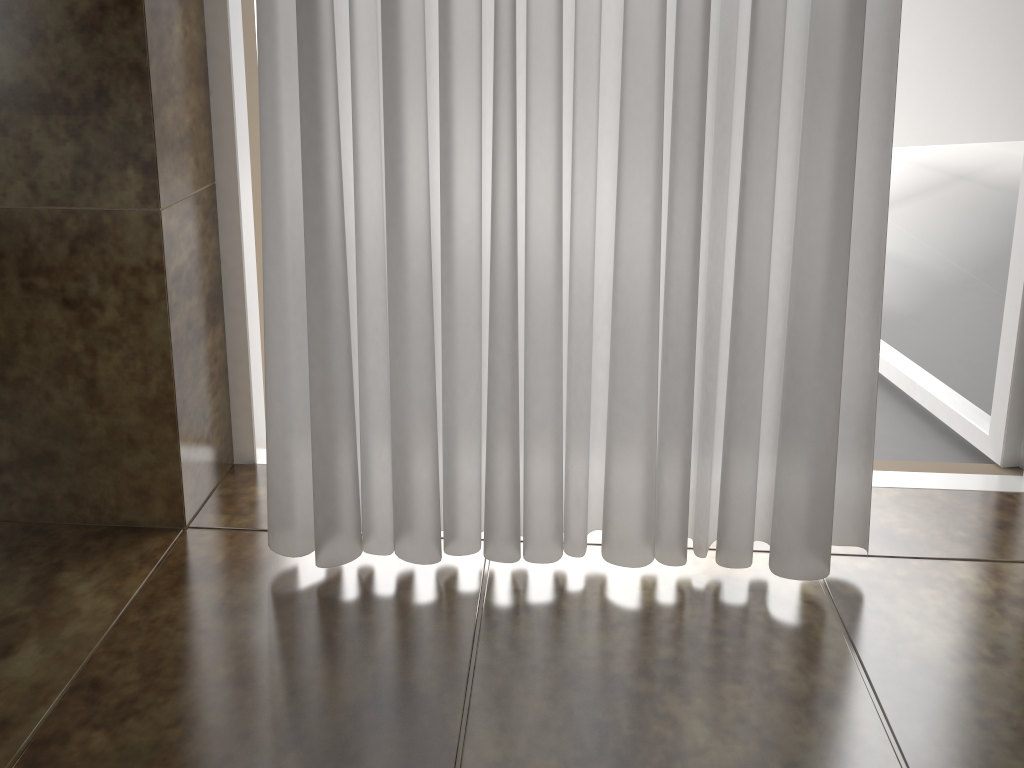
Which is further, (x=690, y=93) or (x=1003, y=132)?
(x=1003, y=132)

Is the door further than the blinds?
Yes

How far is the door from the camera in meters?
1.1 m

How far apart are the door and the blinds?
0.33m

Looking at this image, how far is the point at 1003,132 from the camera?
1.05m

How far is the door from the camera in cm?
105

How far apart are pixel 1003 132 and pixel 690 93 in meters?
0.6 m

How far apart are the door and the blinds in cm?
33

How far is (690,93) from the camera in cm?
73
